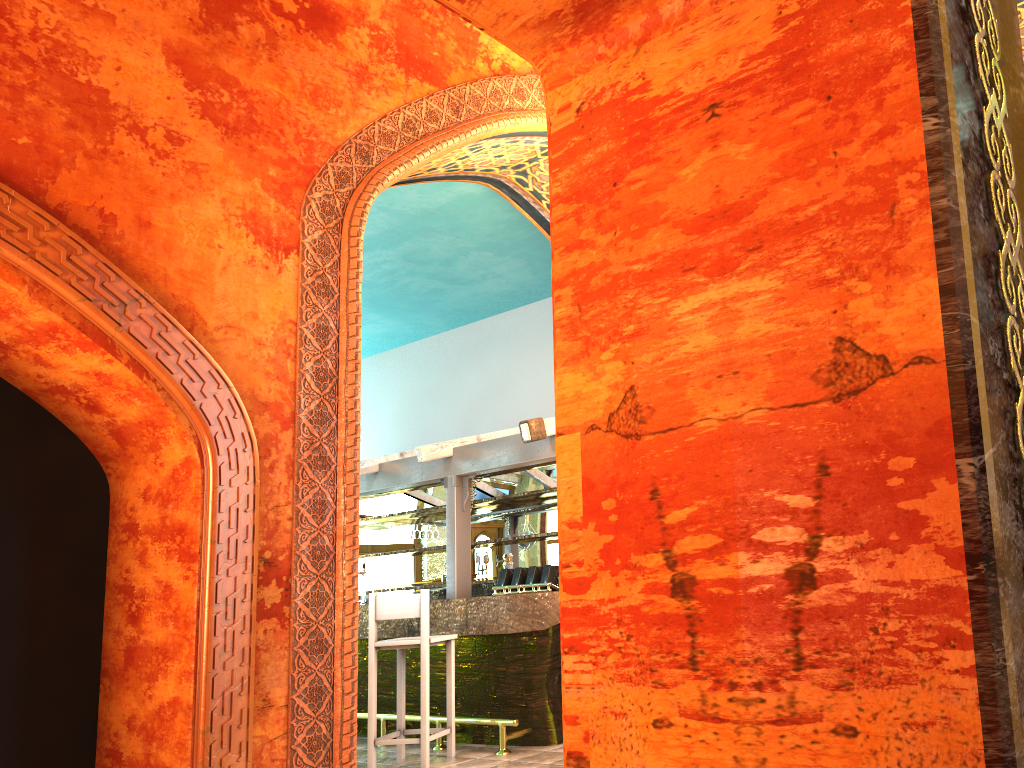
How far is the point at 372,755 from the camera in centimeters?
659cm

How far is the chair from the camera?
6.59m

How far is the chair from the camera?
6.59m
